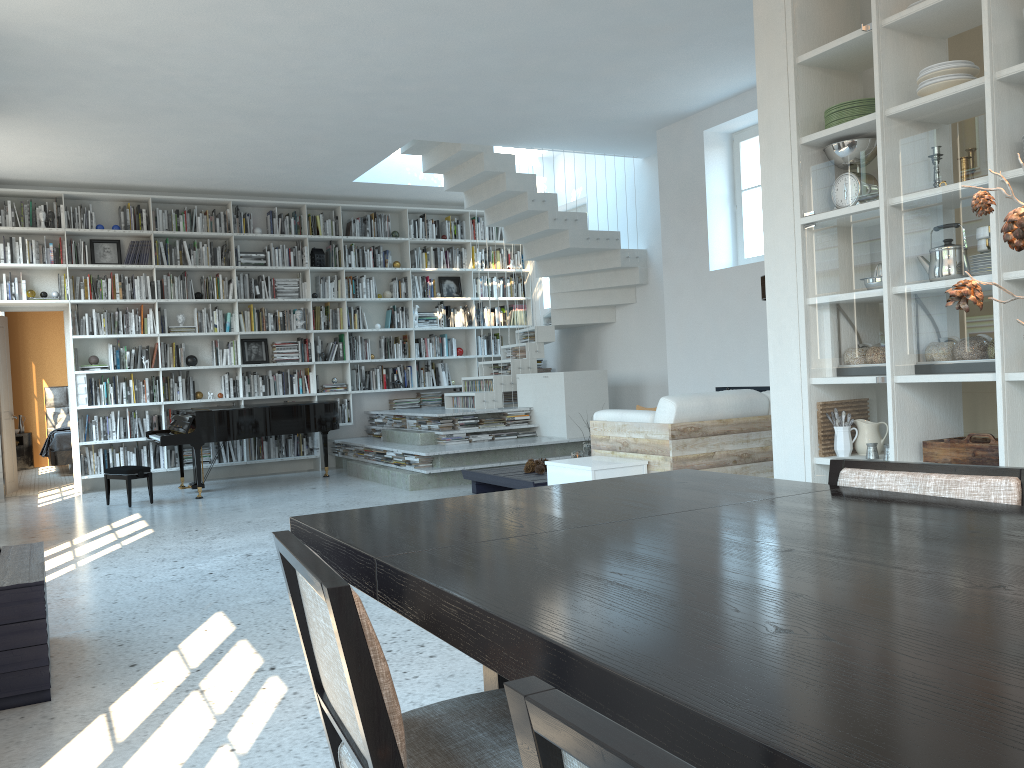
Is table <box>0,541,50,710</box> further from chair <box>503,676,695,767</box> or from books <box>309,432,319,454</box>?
books <box>309,432,319,454</box>

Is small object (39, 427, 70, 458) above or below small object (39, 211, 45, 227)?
below

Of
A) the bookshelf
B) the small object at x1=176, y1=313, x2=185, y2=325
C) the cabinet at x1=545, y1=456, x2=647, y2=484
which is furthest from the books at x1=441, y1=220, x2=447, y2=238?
the cabinet at x1=545, y1=456, x2=647, y2=484

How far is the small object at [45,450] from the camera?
11.7 meters

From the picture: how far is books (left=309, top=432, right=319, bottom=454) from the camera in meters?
10.3 m

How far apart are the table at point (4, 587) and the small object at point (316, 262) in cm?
707

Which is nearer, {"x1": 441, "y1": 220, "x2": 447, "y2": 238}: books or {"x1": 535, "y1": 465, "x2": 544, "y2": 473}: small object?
{"x1": 535, "y1": 465, "x2": 544, "y2": 473}: small object

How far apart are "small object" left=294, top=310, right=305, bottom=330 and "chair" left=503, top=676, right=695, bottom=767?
9.9m

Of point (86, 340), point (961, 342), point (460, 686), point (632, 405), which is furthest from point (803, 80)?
point (86, 340)

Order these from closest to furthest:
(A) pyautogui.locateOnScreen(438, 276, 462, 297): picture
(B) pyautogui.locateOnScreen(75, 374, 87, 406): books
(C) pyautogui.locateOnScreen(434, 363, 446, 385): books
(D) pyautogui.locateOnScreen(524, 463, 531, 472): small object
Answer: (D) pyautogui.locateOnScreen(524, 463, 531, 472): small object
(B) pyautogui.locateOnScreen(75, 374, 87, 406): books
(C) pyautogui.locateOnScreen(434, 363, 446, 385): books
(A) pyautogui.locateOnScreen(438, 276, 462, 297): picture
